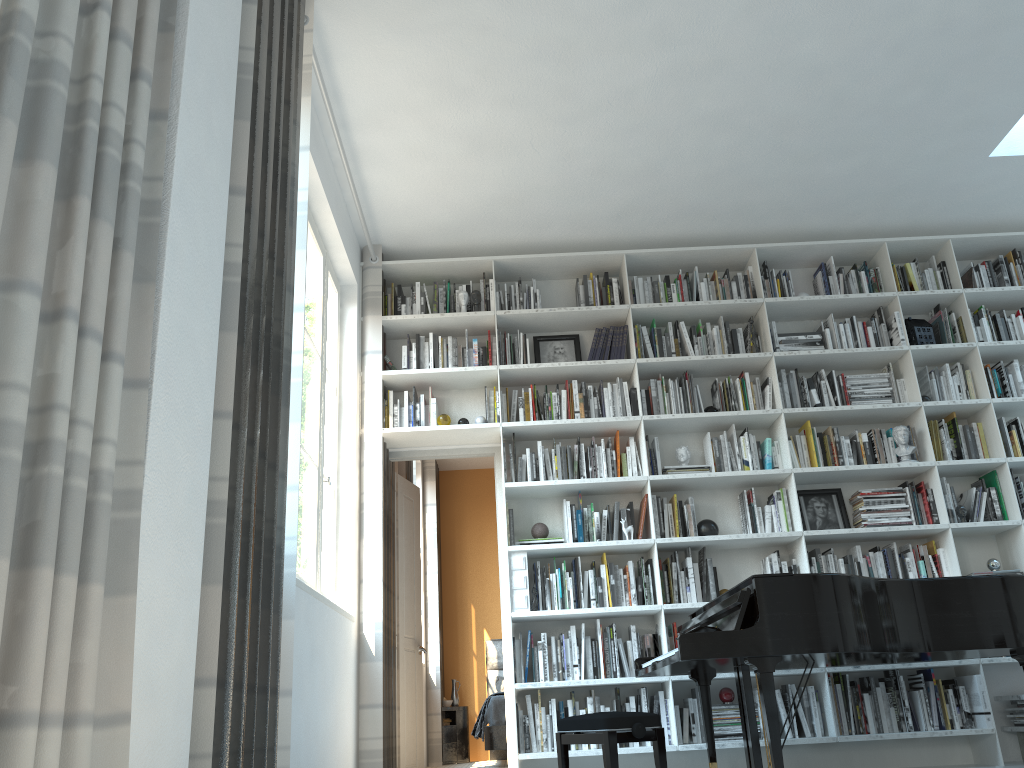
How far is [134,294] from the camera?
1.9m

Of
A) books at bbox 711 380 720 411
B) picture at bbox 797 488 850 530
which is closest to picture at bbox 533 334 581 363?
books at bbox 711 380 720 411

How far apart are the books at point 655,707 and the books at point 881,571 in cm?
148

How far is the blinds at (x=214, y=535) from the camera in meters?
2.2 m

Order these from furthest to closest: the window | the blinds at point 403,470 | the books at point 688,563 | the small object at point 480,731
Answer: the small object at point 480,731 → the blinds at point 403,470 → the books at point 688,563 → the window

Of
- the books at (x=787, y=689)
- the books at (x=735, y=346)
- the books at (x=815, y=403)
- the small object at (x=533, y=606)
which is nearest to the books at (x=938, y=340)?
the books at (x=815, y=403)

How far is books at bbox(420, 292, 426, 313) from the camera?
5.6 meters

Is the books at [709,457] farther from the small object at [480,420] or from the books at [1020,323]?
the books at [1020,323]

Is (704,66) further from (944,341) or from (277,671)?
(277,671)

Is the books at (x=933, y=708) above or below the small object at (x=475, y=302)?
below
